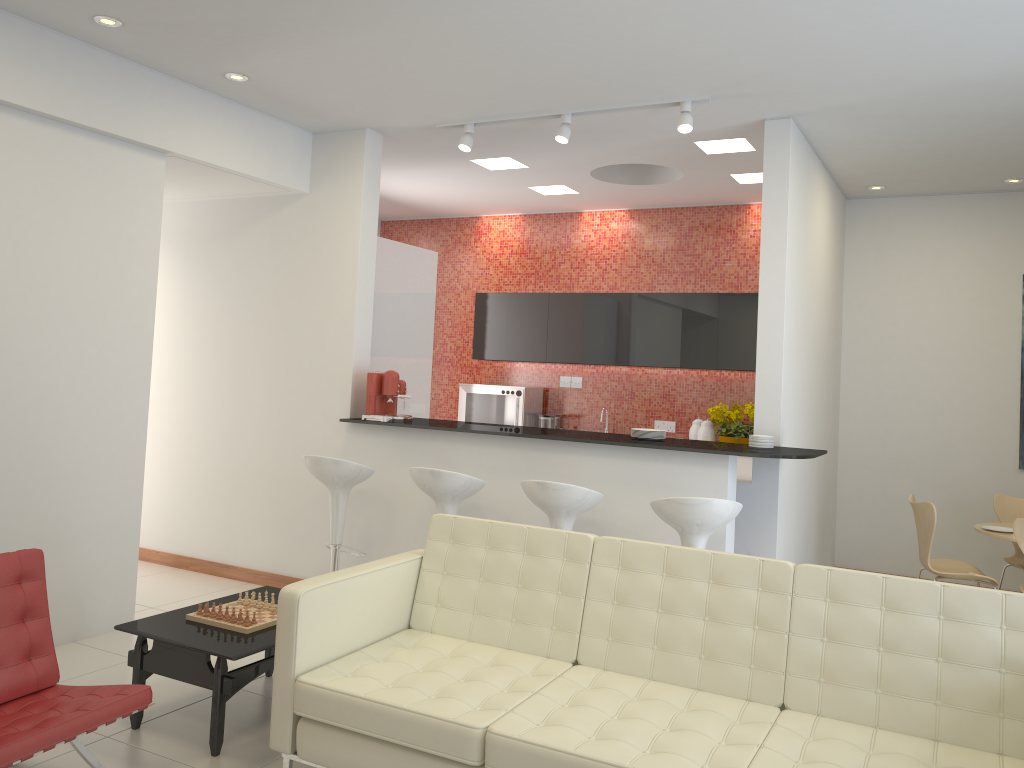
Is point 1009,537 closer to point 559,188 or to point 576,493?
point 576,493

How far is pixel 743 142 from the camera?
5.91m

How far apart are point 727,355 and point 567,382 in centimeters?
170cm

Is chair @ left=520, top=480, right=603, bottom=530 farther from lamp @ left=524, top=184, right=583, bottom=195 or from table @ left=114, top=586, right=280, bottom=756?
lamp @ left=524, top=184, right=583, bottom=195

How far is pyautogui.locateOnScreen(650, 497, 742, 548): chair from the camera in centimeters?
429cm

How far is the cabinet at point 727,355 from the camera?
7.6m

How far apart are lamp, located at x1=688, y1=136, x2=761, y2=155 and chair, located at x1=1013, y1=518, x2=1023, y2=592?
2.8 meters

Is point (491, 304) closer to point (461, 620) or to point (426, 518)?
point (426, 518)

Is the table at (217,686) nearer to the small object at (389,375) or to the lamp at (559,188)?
the small object at (389,375)

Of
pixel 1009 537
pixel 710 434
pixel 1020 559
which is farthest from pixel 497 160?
pixel 1020 559
